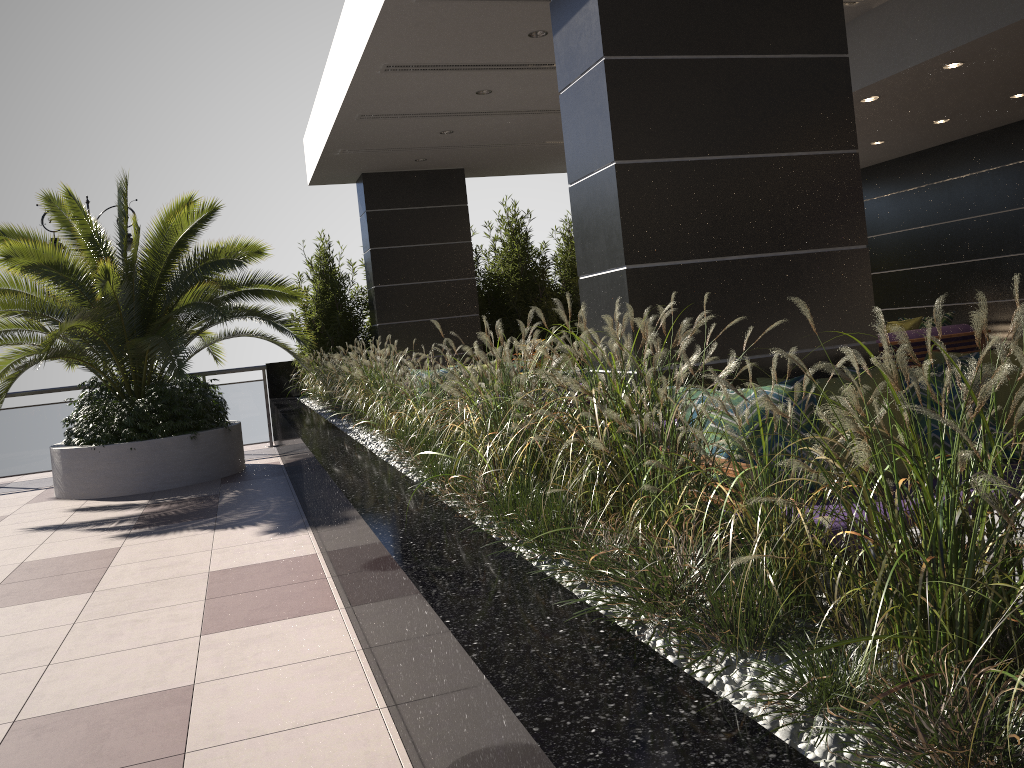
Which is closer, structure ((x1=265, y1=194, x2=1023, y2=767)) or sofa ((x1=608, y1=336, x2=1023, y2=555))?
structure ((x1=265, y1=194, x2=1023, y2=767))

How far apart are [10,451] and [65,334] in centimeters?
317cm

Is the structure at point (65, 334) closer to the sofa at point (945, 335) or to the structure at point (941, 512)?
the structure at point (941, 512)

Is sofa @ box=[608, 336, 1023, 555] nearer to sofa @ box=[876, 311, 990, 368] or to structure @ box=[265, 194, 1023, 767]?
structure @ box=[265, 194, 1023, 767]

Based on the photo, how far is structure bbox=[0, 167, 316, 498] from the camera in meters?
8.3 m

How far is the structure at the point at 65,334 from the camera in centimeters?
828cm

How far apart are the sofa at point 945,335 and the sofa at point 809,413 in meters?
4.9

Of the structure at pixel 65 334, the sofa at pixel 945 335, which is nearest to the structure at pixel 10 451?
the structure at pixel 65 334

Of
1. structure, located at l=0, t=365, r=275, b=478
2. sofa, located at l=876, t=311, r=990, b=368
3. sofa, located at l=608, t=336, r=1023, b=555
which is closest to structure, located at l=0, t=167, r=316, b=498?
structure, located at l=0, t=365, r=275, b=478

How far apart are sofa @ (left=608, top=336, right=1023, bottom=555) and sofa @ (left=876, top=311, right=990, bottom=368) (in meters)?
4.91
